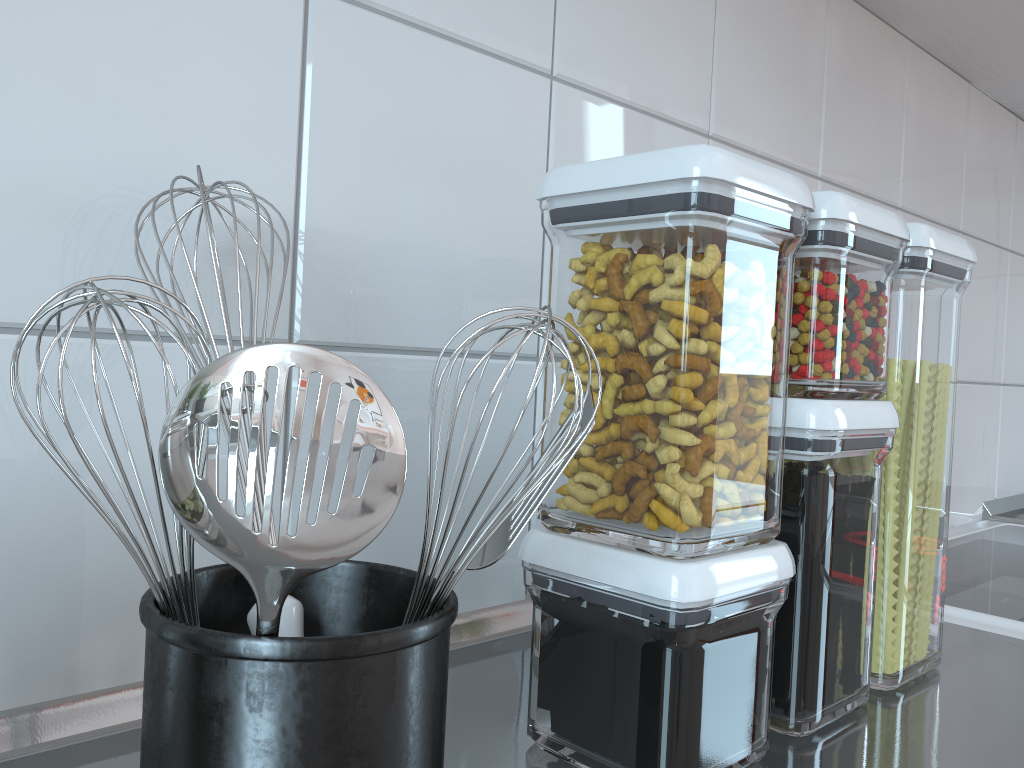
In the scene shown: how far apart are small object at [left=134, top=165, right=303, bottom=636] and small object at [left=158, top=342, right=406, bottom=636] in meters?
0.1 m

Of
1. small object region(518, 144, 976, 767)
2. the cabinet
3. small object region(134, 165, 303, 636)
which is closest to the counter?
small object region(518, 144, 976, 767)

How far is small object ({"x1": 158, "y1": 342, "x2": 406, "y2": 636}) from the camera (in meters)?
0.20

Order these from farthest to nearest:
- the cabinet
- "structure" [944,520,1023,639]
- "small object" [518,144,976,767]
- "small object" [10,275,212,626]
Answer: the cabinet < "structure" [944,520,1023,639] < "small object" [518,144,976,767] < "small object" [10,275,212,626]

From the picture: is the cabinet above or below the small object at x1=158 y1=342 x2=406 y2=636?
above

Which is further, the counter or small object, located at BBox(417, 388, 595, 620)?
the counter

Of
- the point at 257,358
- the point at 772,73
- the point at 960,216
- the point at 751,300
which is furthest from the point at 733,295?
the point at 960,216

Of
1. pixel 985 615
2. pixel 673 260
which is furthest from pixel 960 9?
pixel 673 260

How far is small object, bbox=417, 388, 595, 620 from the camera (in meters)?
0.26

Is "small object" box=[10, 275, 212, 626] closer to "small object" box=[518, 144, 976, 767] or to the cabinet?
"small object" box=[518, 144, 976, 767]
